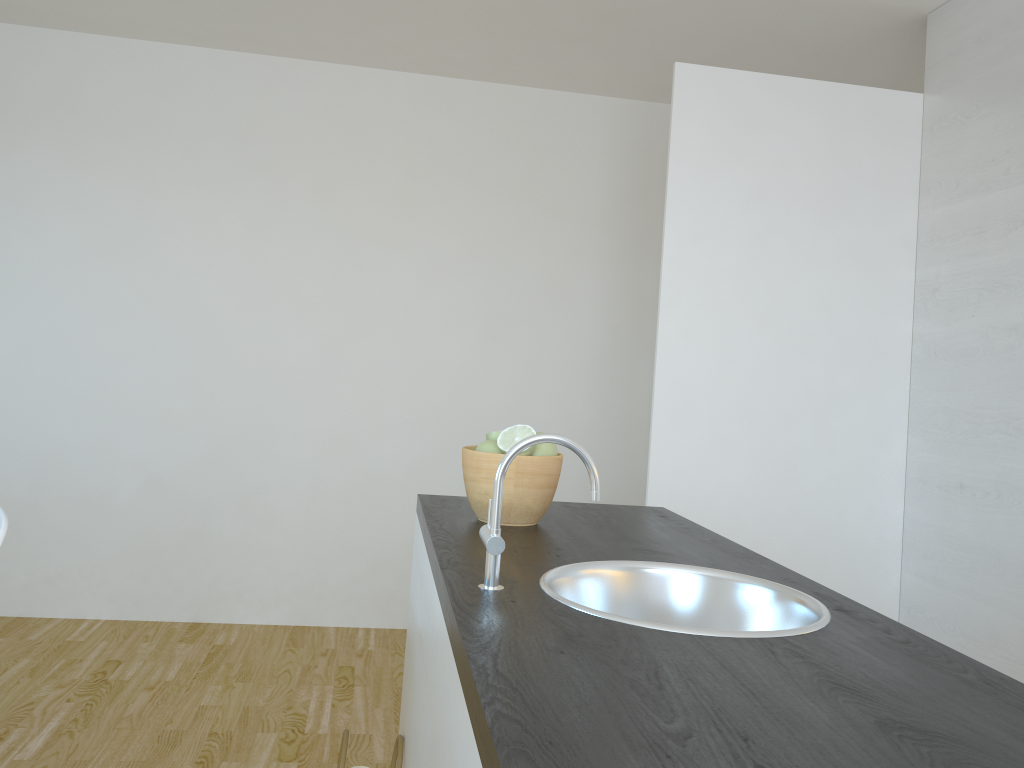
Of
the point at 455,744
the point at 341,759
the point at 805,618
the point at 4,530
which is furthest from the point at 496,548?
the point at 4,530

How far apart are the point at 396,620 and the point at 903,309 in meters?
2.7

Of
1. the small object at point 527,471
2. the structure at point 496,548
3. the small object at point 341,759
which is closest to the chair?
the small object at point 341,759

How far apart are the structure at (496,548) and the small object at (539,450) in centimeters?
46cm

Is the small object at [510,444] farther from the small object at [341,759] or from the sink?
the small object at [341,759]

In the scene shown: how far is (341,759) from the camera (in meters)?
1.78

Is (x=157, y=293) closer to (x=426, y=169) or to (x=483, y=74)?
(x=426, y=169)

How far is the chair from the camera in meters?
1.7 m

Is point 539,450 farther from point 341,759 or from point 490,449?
point 341,759

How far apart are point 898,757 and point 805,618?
0.55m
